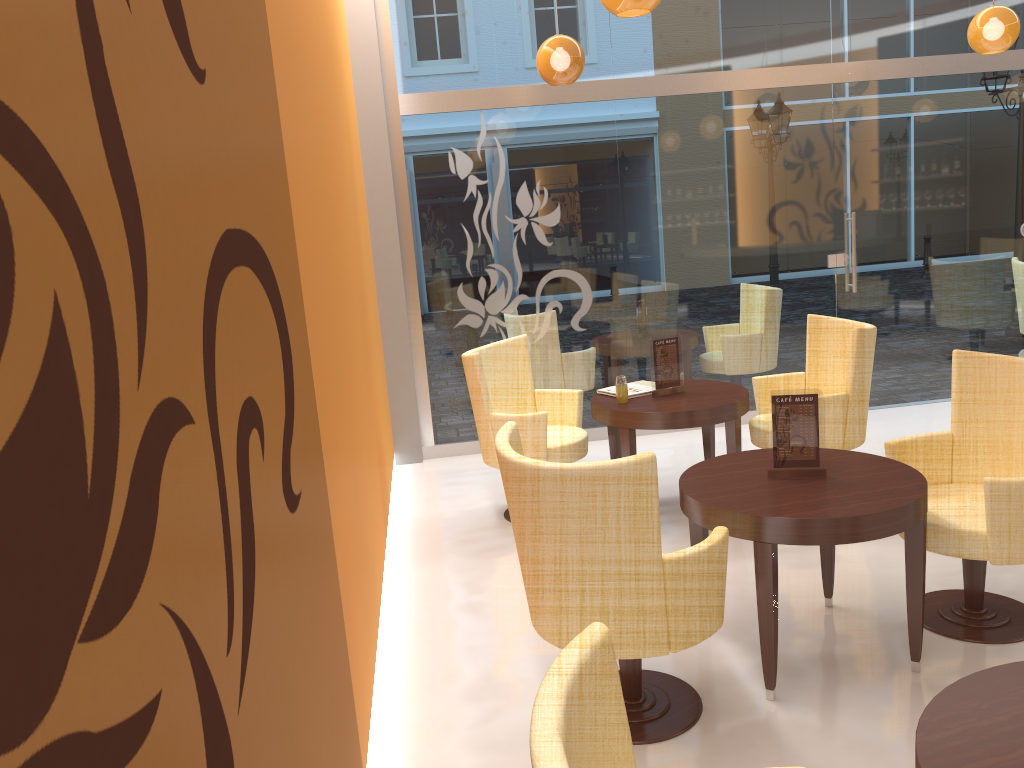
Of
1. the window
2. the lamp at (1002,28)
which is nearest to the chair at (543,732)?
the window

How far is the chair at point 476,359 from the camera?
4.8m

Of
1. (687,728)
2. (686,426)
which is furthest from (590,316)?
(687,728)

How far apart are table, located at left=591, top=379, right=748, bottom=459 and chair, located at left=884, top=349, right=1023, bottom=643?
1.0 meters

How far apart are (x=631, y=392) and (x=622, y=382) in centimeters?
21cm

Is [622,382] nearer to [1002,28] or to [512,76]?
[512,76]

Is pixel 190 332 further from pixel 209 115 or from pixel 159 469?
pixel 209 115

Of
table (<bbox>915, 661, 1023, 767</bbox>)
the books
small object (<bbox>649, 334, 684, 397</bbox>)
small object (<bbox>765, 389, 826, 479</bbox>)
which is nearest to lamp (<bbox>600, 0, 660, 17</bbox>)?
small object (<bbox>765, 389, 826, 479</bbox>)

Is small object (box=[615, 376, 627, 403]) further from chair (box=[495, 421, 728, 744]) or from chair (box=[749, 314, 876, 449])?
chair (box=[495, 421, 728, 744])

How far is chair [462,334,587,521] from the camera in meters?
4.8 m
